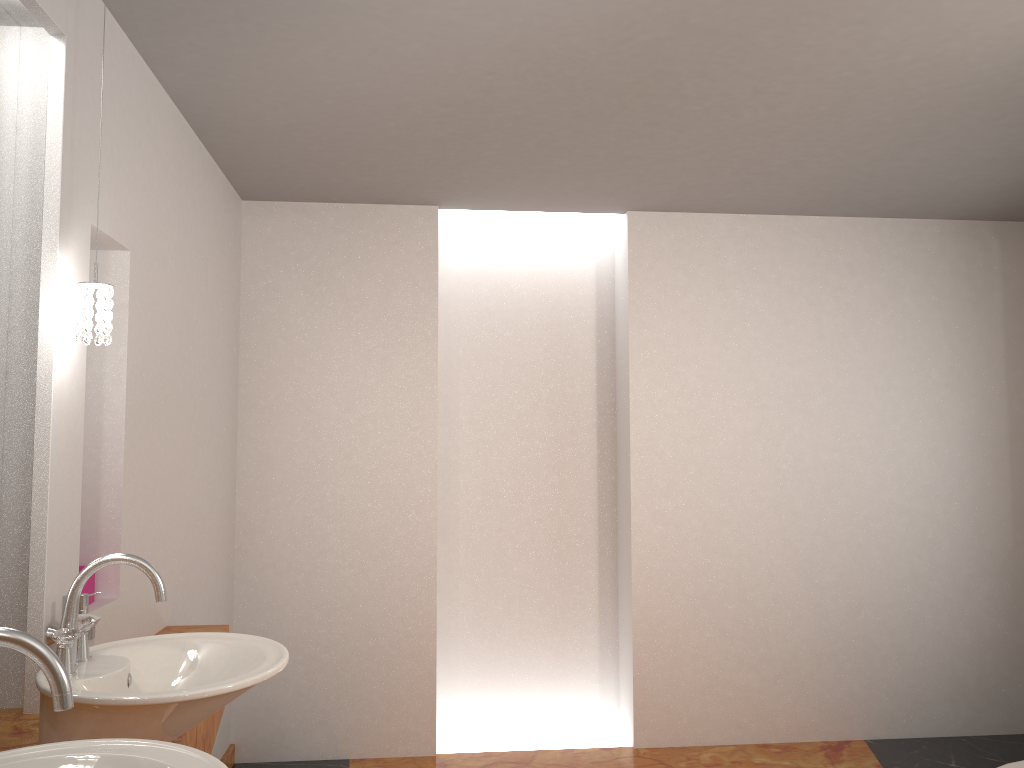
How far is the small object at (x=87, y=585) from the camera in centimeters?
231cm

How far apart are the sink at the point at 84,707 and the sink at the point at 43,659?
0.2m

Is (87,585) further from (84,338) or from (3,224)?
(3,224)

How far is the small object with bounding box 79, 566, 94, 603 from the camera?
2.3m

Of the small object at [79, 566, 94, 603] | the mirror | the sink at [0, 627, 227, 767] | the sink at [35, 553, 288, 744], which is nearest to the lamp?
the mirror

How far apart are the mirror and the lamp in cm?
19

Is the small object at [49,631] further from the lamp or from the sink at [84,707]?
the lamp

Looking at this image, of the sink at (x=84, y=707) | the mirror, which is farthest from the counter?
the mirror

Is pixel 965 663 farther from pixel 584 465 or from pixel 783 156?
pixel 783 156

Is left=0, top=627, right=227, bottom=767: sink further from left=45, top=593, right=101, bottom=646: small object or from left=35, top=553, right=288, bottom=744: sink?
left=45, top=593, right=101, bottom=646: small object
